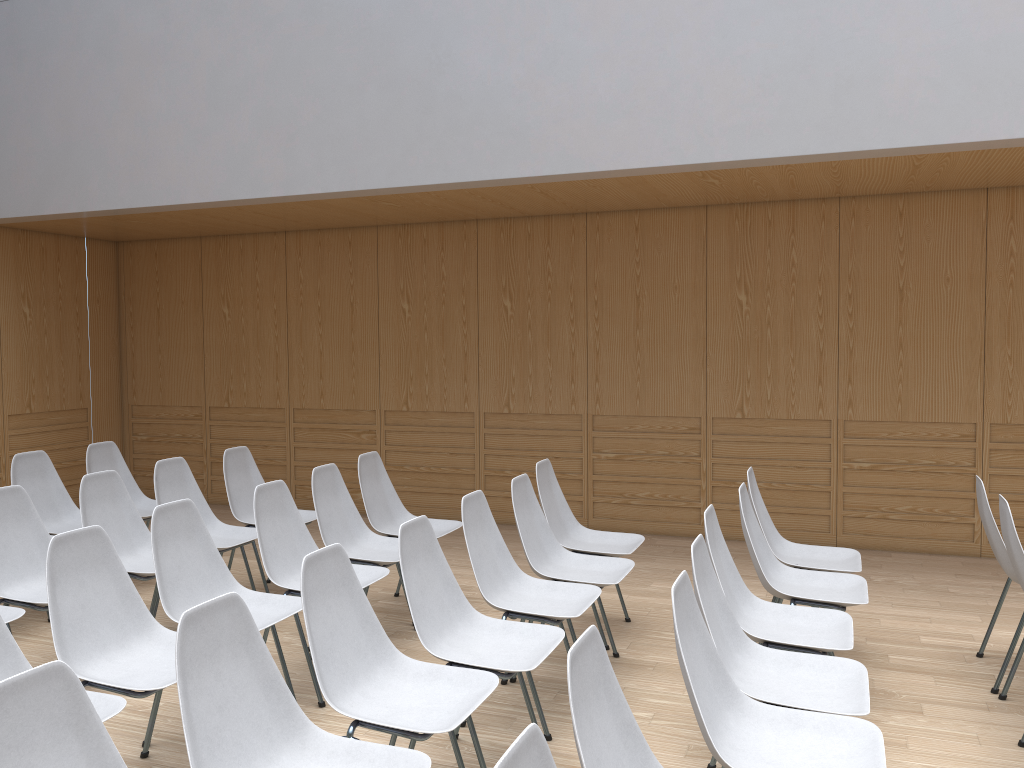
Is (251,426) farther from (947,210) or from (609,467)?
(947,210)

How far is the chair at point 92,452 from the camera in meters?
5.6

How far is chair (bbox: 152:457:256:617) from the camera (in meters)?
4.73

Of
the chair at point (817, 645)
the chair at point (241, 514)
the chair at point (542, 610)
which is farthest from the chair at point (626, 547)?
the chair at point (241, 514)

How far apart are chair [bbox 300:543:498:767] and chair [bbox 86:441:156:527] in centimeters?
306cm

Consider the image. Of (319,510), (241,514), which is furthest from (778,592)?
(241,514)

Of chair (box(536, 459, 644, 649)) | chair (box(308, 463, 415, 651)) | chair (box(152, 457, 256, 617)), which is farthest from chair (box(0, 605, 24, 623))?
chair (box(536, 459, 644, 649))

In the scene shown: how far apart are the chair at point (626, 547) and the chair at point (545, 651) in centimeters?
114cm

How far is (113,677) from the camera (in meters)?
2.83

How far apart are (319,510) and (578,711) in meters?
2.8
